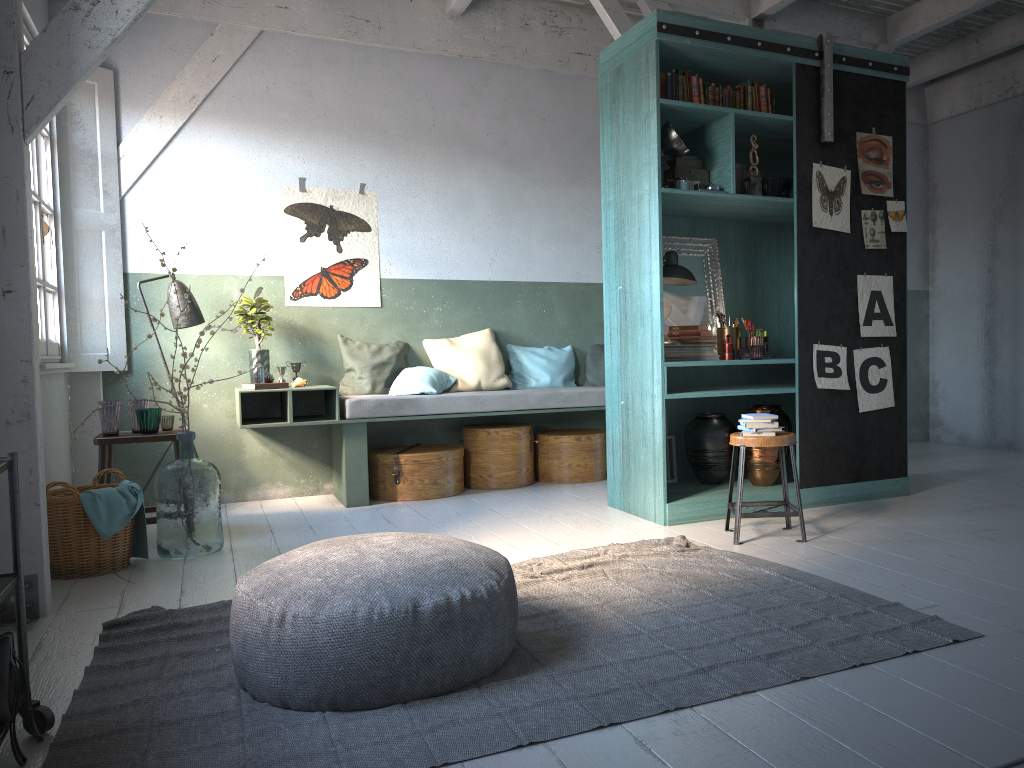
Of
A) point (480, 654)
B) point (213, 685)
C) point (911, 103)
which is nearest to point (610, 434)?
point (480, 654)

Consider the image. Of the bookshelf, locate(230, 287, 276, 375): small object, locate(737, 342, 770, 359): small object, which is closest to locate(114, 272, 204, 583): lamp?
locate(230, 287, 276, 375): small object

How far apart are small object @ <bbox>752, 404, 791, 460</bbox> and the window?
5.0 meters

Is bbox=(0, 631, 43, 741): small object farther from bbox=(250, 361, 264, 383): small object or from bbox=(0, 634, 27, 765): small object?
bbox=(250, 361, 264, 383): small object

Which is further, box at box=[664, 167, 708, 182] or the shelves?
box at box=[664, 167, 708, 182]

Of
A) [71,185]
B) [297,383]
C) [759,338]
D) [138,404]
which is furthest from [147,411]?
[759,338]

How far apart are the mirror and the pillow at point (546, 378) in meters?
1.8 m

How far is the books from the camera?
6.0 meters

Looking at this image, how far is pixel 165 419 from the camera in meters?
6.2

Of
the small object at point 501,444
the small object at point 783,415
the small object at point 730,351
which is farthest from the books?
the small object at point 501,444
